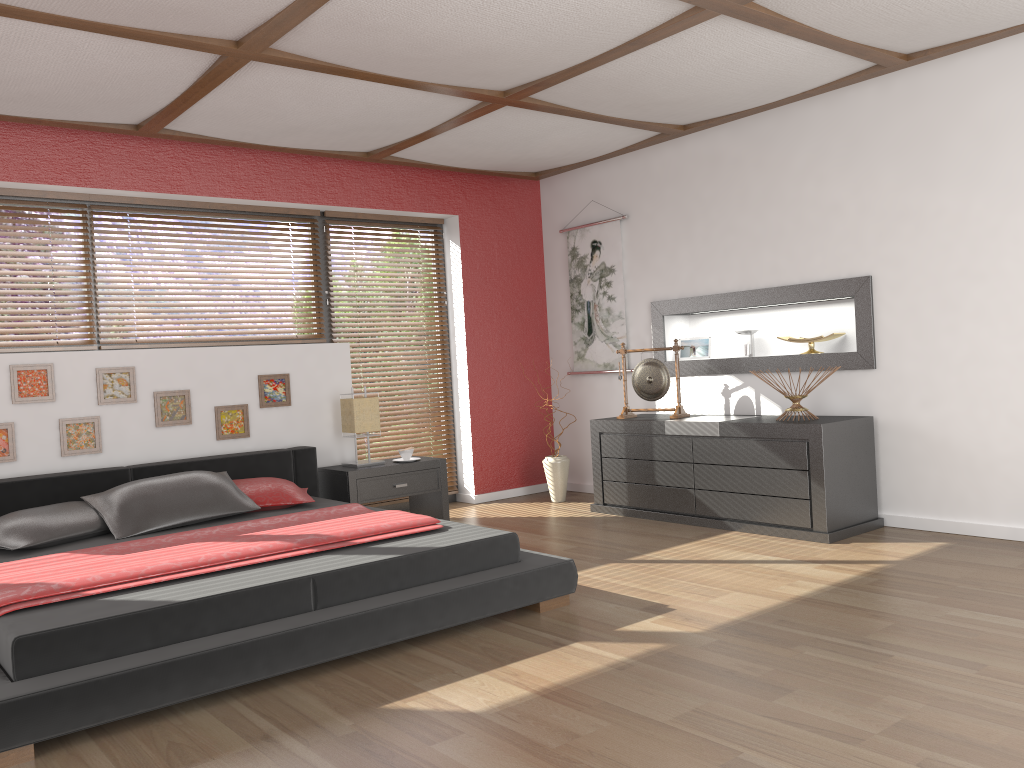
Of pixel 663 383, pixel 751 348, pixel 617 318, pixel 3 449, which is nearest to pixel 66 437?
pixel 3 449

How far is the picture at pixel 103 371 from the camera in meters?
4.8 m

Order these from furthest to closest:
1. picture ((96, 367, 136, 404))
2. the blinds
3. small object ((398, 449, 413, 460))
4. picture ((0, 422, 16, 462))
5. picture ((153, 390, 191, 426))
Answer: the blinds, small object ((398, 449, 413, 460)), picture ((153, 390, 191, 426)), picture ((96, 367, 136, 404)), picture ((0, 422, 16, 462))

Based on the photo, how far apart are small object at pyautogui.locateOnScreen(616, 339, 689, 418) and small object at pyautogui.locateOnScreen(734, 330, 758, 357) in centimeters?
48cm

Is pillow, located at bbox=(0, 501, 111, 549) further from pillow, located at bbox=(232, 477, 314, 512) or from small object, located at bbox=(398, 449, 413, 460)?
small object, located at bbox=(398, 449, 413, 460)

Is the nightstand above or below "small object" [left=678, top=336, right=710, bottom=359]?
below

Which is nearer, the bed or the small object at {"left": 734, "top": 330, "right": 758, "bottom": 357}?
the bed

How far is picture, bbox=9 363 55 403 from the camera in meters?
4.5

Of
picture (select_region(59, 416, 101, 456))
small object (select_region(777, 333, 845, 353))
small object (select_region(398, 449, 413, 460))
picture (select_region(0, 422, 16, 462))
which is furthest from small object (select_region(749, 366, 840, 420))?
picture (select_region(0, 422, 16, 462))

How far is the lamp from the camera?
5.4m
